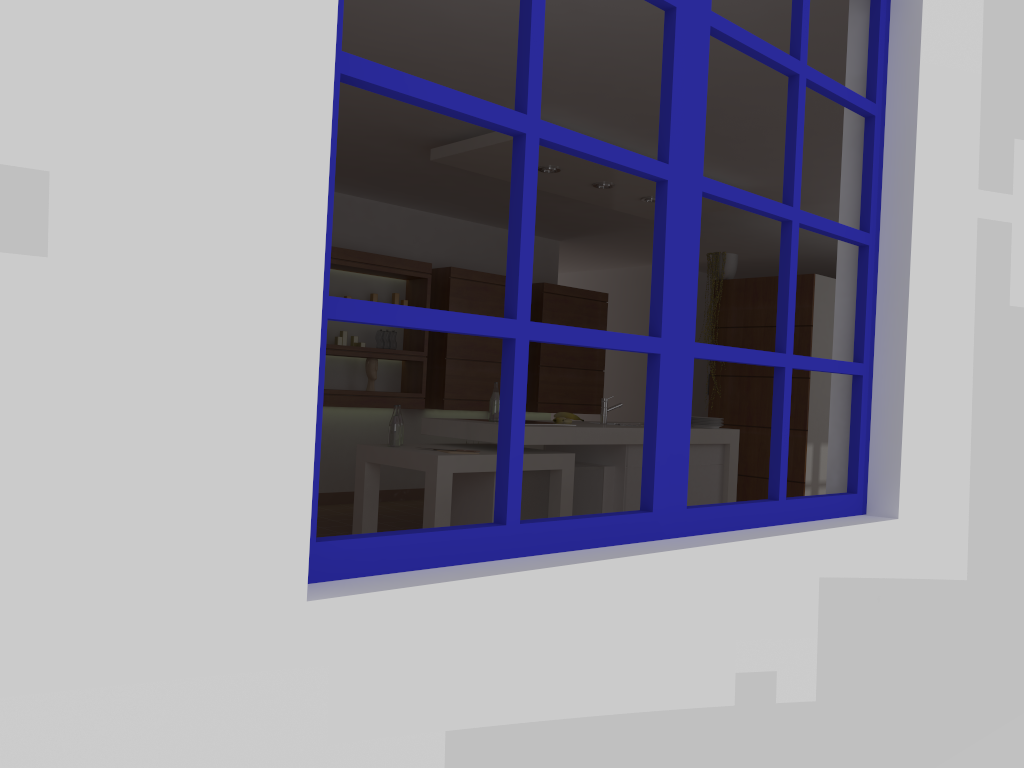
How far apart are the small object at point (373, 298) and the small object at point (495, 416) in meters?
2.2

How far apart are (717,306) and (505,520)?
6.25m

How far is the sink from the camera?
5.82m

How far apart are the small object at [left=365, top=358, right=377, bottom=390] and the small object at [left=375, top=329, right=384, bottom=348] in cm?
16

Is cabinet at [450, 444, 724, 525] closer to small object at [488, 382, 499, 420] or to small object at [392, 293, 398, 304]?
small object at [488, 382, 499, 420]

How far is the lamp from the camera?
5.4 meters

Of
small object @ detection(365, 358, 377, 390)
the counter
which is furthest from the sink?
small object @ detection(365, 358, 377, 390)

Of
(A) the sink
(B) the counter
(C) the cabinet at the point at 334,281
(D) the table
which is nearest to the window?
(D) the table

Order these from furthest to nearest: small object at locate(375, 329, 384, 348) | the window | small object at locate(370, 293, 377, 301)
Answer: small object at locate(375, 329, 384, 348) < small object at locate(370, 293, 377, 301) < the window

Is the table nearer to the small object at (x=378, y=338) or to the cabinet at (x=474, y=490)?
the cabinet at (x=474, y=490)
